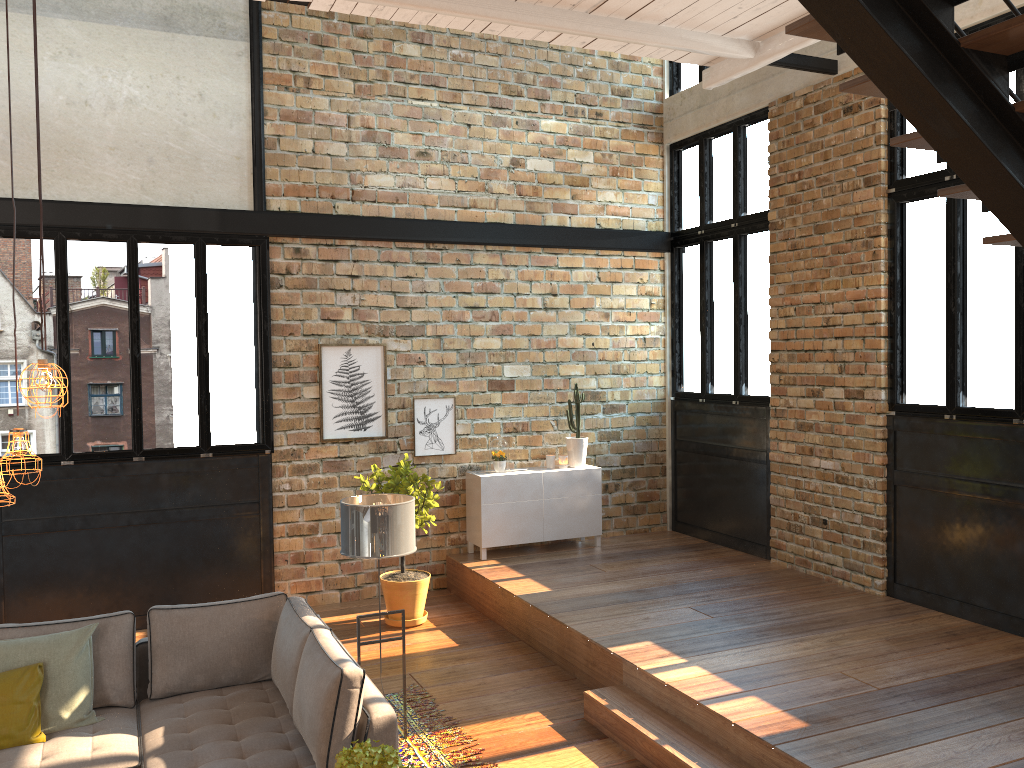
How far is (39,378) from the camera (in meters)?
3.05

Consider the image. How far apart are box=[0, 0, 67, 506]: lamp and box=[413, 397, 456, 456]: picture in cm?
519

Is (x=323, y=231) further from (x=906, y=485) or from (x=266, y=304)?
(x=906, y=485)

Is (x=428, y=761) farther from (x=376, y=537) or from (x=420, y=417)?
(x=420, y=417)

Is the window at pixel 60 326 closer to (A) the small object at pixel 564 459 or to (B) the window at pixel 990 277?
(A) the small object at pixel 564 459

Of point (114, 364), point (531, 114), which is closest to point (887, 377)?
point (531, 114)

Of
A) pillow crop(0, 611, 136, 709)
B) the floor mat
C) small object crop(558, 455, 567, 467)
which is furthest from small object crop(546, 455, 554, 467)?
pillow crop(0, 611, 136, 709)

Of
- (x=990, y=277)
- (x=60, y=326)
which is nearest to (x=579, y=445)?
(x=990, y=277)

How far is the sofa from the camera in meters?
4.0 m

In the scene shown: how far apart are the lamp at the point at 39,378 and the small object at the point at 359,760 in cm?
152
